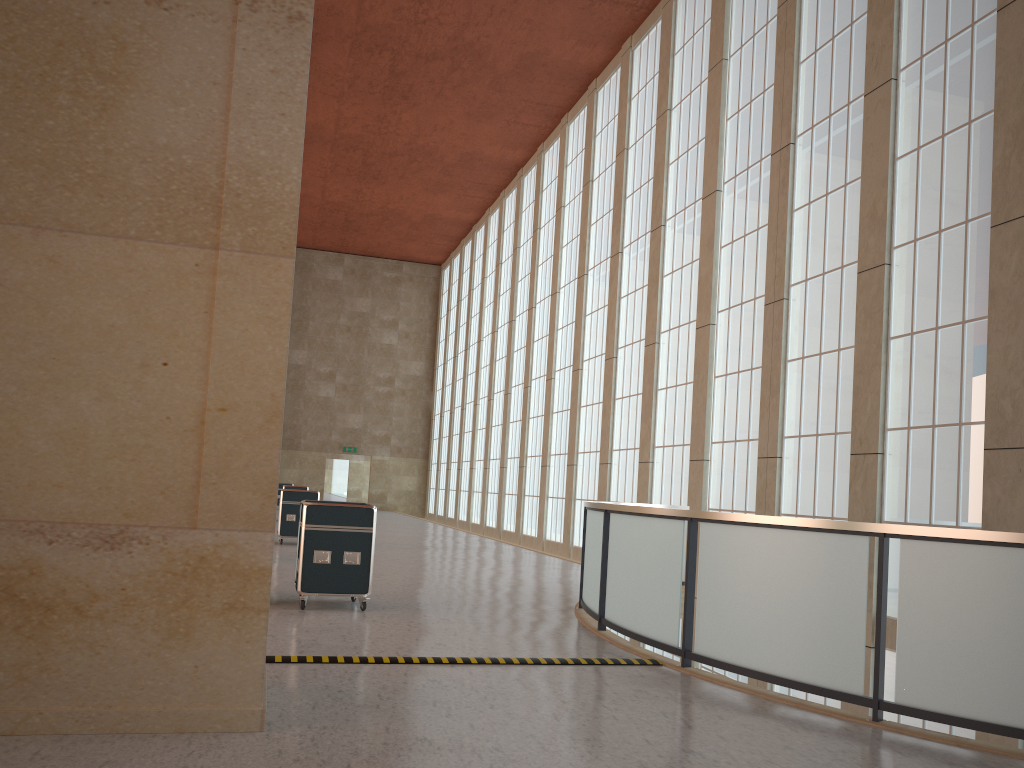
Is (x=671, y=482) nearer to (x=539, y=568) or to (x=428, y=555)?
(x=539, y=568)

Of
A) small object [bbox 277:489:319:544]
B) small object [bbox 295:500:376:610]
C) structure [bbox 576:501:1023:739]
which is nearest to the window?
structure [bbox 576:501:1023:739]

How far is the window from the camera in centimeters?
1453cm

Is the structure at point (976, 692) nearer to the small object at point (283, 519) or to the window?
the window

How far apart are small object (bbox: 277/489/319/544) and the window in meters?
9.6

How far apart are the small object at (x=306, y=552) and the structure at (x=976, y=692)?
3.18m

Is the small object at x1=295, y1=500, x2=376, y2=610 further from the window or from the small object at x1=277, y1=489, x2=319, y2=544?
the small object at x1=277, y1=489, x2=319, y2=544

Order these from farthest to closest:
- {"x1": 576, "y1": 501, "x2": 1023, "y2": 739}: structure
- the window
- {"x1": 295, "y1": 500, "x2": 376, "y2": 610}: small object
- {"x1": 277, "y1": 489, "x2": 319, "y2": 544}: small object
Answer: {"x1": 277, "y1": 489, "x2": 319, "y2": 544}: small object → the window → {"x1": 295, "y1": 500, "x2": 376, "y2": 610}: small object → {"x1": 576, "y1": 501, "x2": 1023, "y2": 739}: structure

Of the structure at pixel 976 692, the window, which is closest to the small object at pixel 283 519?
the window

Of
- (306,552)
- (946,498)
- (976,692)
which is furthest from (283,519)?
(976,692)
